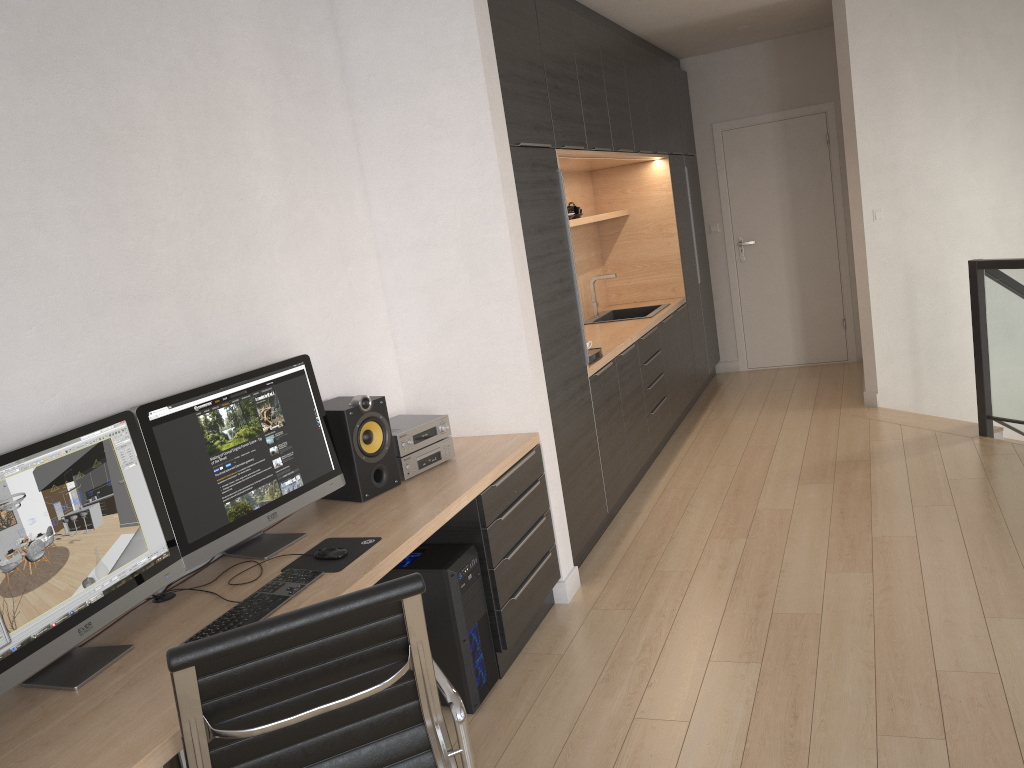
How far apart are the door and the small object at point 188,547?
5.43m

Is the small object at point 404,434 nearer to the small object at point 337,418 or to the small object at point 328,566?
the small object at point 337,418

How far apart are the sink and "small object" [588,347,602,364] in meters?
1.4 m

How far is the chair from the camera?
1.6m

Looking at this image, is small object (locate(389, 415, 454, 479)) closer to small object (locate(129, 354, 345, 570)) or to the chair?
small object (locate(129, 354, 345, 570))

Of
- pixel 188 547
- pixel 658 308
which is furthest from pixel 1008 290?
pixel 188 547

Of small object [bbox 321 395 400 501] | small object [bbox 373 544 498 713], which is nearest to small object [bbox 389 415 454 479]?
small object [bbox 321 395 400 501]

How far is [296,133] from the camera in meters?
3.2

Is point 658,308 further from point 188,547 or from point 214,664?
point 214,664

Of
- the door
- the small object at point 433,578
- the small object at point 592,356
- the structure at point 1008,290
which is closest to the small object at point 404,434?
the small object at point 433,578
